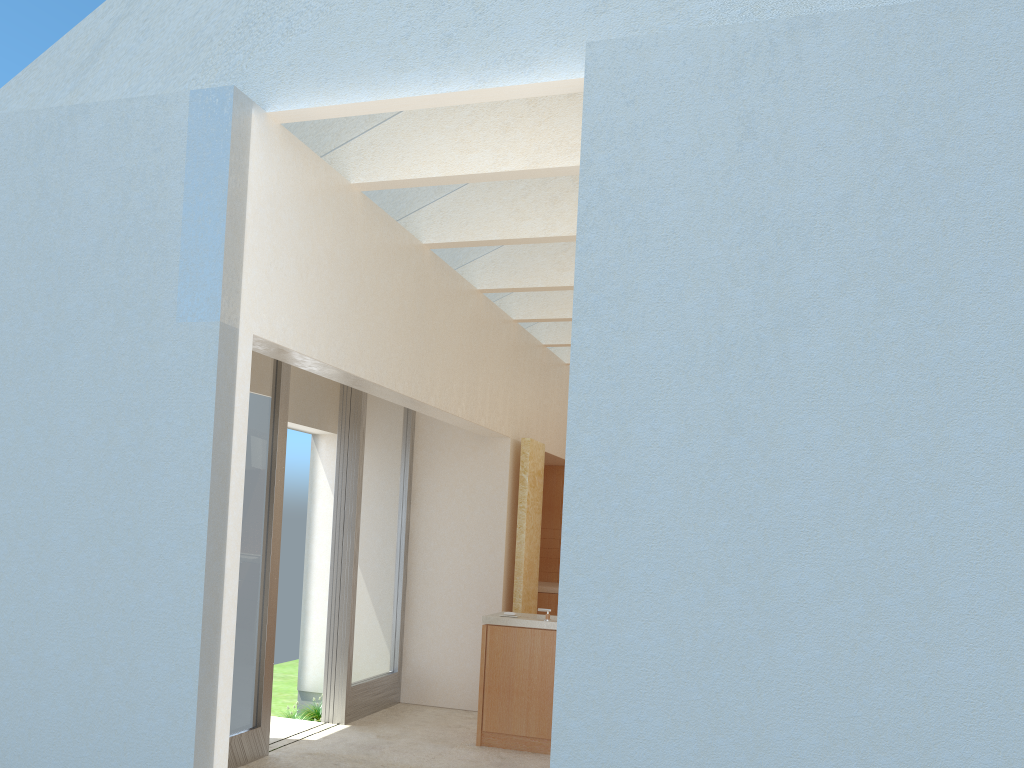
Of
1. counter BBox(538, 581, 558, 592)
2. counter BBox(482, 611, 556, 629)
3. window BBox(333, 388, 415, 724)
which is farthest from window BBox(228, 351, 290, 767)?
counter BBox(538, 581, 558, 592)

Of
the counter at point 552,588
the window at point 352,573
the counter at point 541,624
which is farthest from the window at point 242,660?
the counter at point 552,588

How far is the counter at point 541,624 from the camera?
14.70m

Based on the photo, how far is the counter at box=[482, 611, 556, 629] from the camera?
14.70m

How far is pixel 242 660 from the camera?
13.0m

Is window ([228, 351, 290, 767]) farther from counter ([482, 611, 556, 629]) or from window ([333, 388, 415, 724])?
counter ([482, 611, 556, 629])

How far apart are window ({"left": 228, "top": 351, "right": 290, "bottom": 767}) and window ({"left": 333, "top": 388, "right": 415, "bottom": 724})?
2.6m

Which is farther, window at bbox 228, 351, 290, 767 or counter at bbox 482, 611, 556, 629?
counter at bbox 482, 611, 556, 629

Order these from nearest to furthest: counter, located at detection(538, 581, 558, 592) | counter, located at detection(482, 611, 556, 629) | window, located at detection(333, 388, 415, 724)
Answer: counter, located at detection(482, 611, 556, 629) < window, located at detection(333, 388, 415, 724) < counter, located at detection(538, 581, 558, 592)

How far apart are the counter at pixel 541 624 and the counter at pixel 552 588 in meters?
5.8
